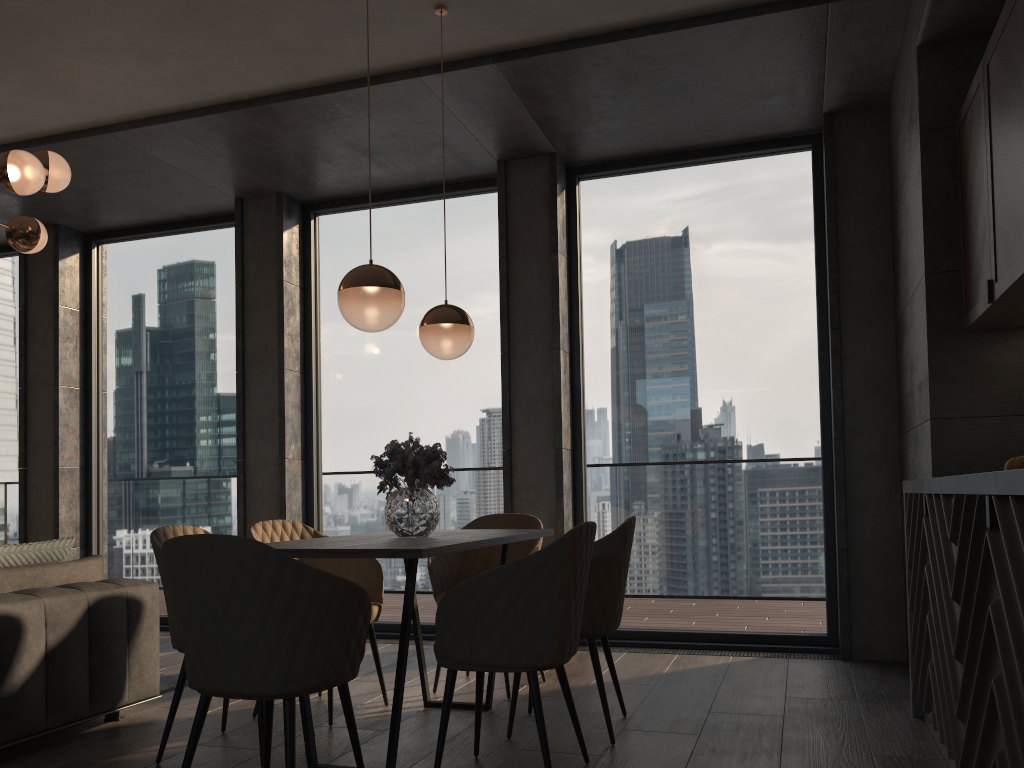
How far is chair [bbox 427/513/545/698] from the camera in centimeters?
422cm

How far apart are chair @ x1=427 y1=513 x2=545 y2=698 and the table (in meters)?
0.20

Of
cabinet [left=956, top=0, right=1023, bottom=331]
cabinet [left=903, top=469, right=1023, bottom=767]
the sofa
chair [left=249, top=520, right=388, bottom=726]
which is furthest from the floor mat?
cabinet [left=956, top=0, right=1023, bottom=331]

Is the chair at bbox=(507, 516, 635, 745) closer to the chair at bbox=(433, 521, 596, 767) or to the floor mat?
the chair at bbox=(433, 521, 596, 767)

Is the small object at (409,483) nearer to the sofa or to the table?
the table

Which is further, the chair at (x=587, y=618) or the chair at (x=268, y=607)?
the chair at (x=587, y=618)

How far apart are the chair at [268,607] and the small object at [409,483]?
0.8m

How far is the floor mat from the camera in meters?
4.2

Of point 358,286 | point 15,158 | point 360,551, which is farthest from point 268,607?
point 15,158

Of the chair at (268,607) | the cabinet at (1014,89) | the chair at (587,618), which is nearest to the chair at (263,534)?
the chair at (587,618)
